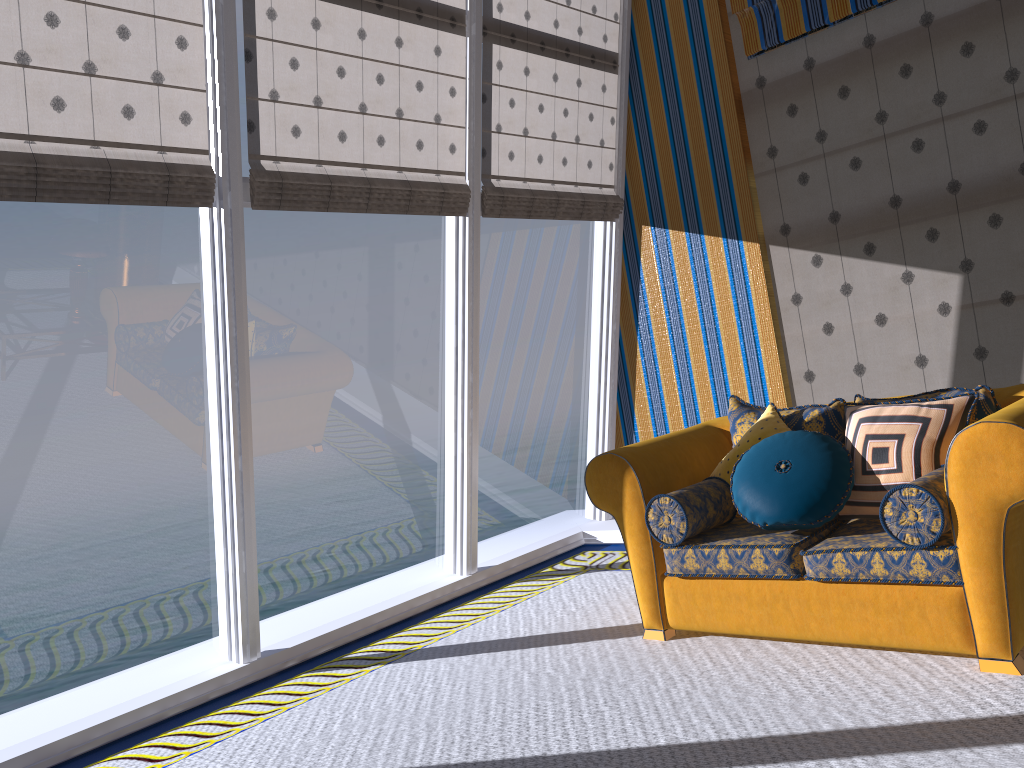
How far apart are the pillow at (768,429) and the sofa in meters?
0.1 m

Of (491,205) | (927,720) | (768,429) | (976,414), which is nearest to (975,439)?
(976,414)

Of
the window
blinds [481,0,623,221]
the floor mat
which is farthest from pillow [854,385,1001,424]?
blinds [481,0,623,221]

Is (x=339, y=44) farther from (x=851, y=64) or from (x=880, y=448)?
(x=880, y=448)

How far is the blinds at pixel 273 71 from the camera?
4.0 meters

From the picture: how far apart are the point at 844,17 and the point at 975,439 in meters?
3.1

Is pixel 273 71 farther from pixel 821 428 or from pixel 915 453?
pixel 915 453

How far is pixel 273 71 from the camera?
4.0m

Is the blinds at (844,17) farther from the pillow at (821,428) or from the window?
the pillow at (821,428)

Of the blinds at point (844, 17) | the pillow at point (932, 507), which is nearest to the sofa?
the pillow at point (932, 507)
